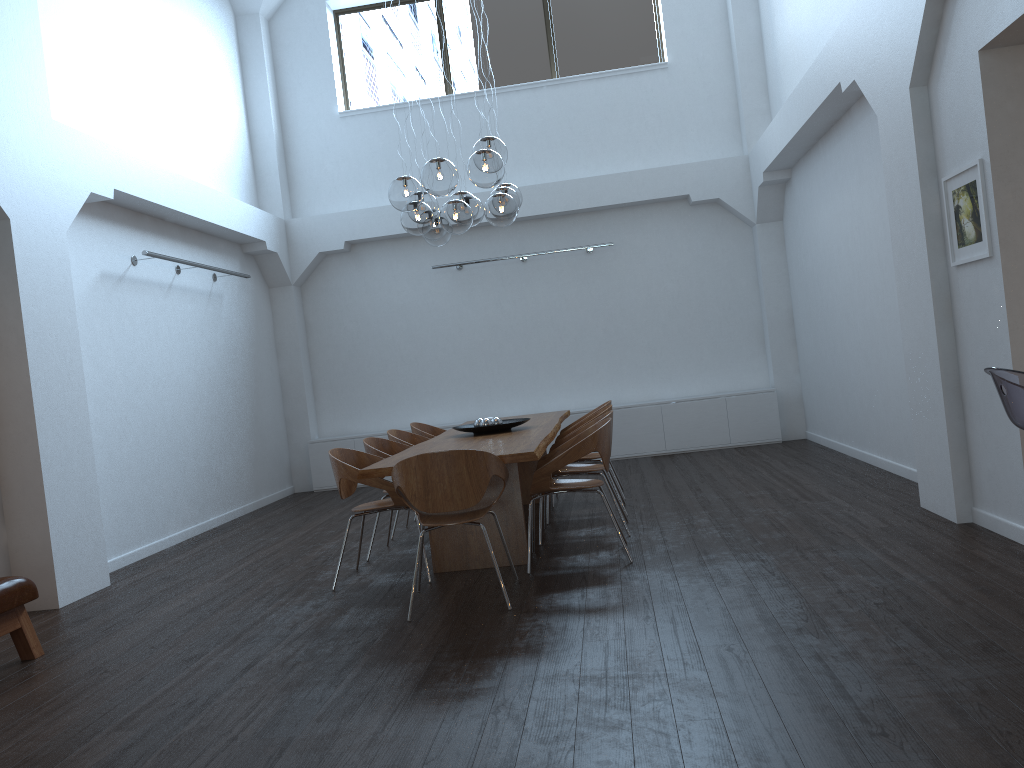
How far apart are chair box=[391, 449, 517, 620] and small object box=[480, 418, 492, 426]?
1.7 meters

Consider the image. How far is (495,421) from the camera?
6.6 meters

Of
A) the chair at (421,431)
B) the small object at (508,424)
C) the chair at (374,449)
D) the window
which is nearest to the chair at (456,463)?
the chair at (374,449)

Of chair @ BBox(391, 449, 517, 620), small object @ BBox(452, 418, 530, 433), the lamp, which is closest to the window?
the lamp

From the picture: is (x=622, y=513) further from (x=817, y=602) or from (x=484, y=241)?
(x=484, y=241)

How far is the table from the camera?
5.0 meters

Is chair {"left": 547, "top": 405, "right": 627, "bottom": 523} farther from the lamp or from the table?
the lamp

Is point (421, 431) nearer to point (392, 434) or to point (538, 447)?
point (392, 434)

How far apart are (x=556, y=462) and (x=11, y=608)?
2.9m

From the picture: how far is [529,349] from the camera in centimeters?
1091cm
